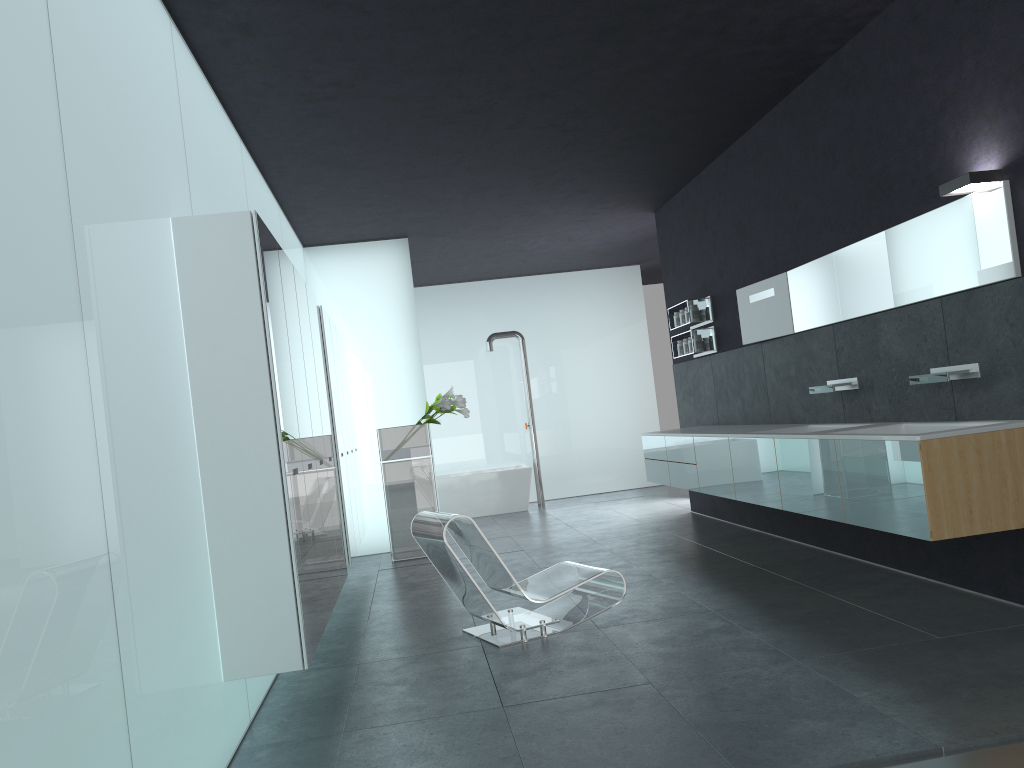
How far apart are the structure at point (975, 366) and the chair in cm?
227

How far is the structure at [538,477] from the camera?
13.99m

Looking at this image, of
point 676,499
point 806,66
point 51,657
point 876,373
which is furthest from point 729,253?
point 51,657

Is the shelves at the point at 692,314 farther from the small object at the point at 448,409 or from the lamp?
the lamp

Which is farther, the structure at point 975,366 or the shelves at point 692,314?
the shelves at point 692,314

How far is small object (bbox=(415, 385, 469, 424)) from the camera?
9.8m

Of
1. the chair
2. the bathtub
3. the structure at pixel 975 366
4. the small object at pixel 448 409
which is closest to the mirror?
the structure at pixel 975 366

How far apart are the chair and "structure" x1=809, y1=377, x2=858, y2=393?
2.2 meters

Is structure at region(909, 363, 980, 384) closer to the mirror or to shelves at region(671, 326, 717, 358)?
the mirror

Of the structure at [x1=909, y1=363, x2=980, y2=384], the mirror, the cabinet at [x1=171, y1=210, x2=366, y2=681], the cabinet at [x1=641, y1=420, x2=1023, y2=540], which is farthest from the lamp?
the cabinet at [x1=171, y1=210, x2=366, y2=681]
